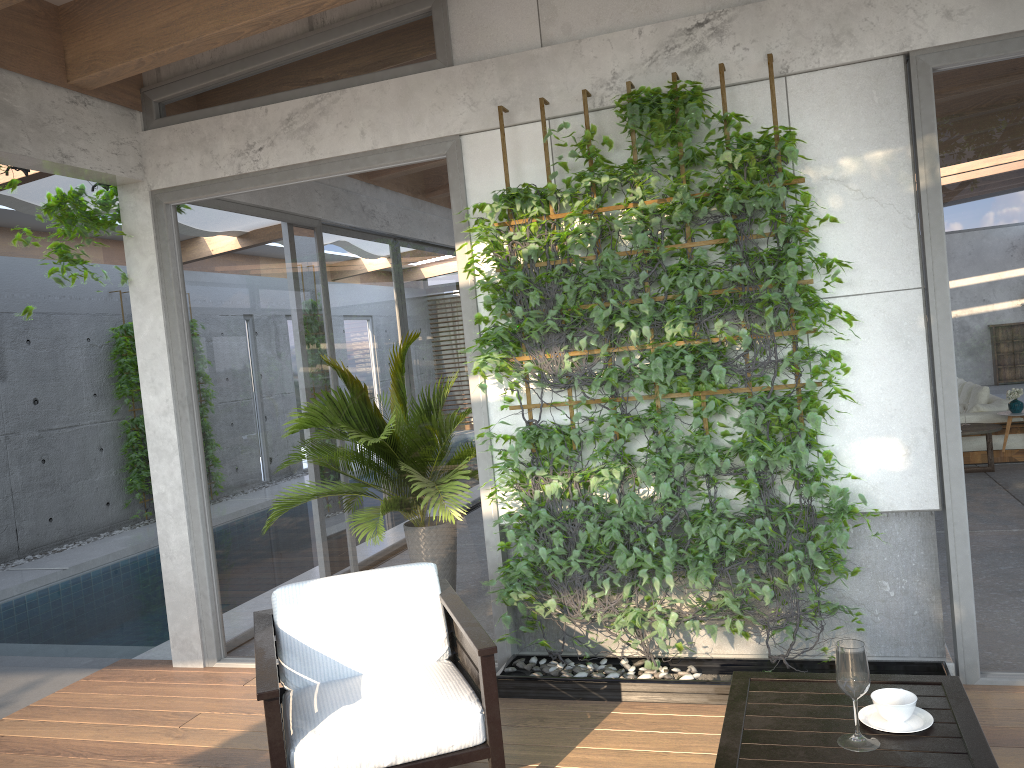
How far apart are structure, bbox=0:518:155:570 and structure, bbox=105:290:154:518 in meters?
1.4

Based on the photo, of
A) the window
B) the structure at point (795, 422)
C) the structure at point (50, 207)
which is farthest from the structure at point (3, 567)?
the structure at point (795, 422)

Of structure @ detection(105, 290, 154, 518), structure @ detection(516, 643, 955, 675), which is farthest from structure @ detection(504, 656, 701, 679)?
structure @ detection(105, 290, 154, 518)

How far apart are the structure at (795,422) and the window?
0.13m

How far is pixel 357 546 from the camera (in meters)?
4.65

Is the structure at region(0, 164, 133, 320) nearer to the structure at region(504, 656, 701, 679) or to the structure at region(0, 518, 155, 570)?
the structure at region(504, 656, 701, 679)

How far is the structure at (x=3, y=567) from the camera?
8.6m

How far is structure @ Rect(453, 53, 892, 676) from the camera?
3.7 meters

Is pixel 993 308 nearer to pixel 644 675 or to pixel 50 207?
pixel 644 675

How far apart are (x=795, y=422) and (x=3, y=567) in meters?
7.9 m
